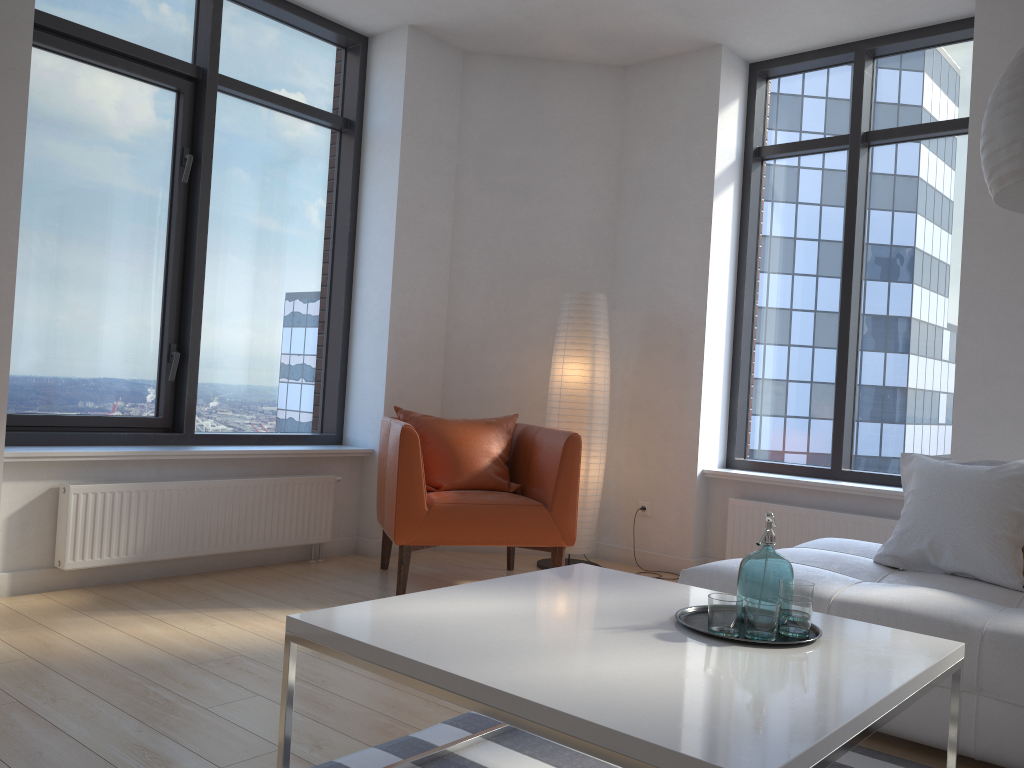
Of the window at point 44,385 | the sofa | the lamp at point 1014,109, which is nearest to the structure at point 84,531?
the window at point 44,385

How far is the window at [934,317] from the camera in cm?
464

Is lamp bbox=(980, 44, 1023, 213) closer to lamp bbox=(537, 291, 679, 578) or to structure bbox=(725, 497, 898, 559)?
structure bbox=(725, 497, 898, 559)

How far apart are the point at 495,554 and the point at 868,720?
3.8 meters

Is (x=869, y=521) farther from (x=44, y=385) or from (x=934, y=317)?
(x=44, y=385)

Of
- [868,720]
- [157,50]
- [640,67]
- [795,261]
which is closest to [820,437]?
[795,261]

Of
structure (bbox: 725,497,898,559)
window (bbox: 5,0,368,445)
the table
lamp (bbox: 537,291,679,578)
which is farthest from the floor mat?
window (bbox: 5,0,368,445)

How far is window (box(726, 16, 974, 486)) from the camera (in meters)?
4.64

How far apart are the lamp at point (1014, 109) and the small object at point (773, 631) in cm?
88

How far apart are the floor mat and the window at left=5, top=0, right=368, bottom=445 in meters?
2.4
